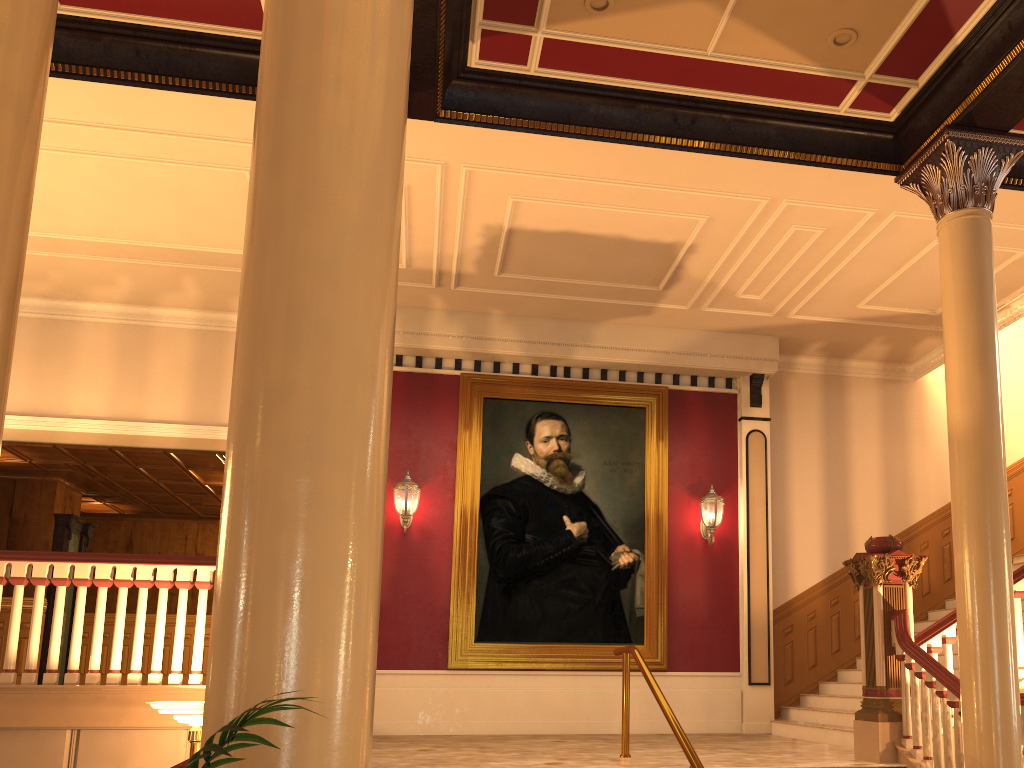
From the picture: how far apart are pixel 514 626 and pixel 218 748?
8.84m

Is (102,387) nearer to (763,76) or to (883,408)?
(763,76)

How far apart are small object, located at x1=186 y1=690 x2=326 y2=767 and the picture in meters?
8.6 m

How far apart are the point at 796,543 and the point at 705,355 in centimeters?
252cm

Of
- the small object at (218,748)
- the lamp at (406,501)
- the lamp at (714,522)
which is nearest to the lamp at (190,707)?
the small object at (218,748)

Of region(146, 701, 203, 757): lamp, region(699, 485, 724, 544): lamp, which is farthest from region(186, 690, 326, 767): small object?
region(699, 485, 724, 544): lamp

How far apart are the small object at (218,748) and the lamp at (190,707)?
4.22m

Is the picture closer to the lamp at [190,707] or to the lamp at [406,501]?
the lamp at [406,501]

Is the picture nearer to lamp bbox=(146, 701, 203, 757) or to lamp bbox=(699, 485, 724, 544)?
lamp bbox=(699, 485, 724, 544)

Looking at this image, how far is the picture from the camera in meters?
9.7 m
